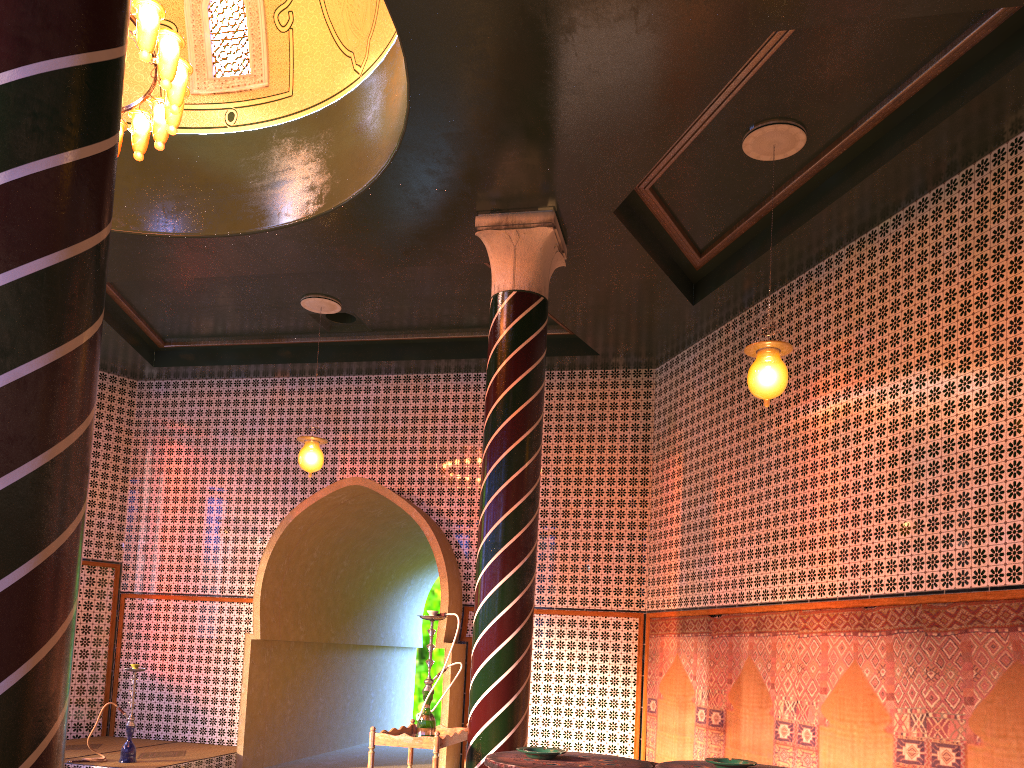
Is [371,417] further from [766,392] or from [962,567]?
[962,567]

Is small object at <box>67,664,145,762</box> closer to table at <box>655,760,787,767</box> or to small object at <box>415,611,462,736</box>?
small object at <box>415,611,462,736</box>

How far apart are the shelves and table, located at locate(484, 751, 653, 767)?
3.28m

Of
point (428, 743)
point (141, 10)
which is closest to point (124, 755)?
point (428, 743)

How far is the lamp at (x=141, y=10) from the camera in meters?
6.4 m

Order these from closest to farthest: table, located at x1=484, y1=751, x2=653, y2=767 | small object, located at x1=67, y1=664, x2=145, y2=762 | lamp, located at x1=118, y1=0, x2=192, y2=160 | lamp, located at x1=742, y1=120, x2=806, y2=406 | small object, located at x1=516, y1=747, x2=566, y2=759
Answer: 1. table, located at x1=484, y1=751, x2=653, y2=767
2. small object, located at x1=516, y1=747, x2=566, y2=759
3. lamp, located at x1=118, y1=0, x2=192, y2=160
4. lamp, located at x1=742, y1=120, x2=806, y2=406
5. small object, located at x1=67, y1=664, x2=145, y2=762

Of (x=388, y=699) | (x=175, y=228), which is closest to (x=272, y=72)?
(x=175, y=228)

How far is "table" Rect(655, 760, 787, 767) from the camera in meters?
4.1 m

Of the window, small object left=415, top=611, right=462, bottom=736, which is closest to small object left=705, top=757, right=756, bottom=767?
small object left=415, top=611, right=462, bottom=736

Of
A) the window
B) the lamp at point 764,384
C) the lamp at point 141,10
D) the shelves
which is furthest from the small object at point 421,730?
the window
